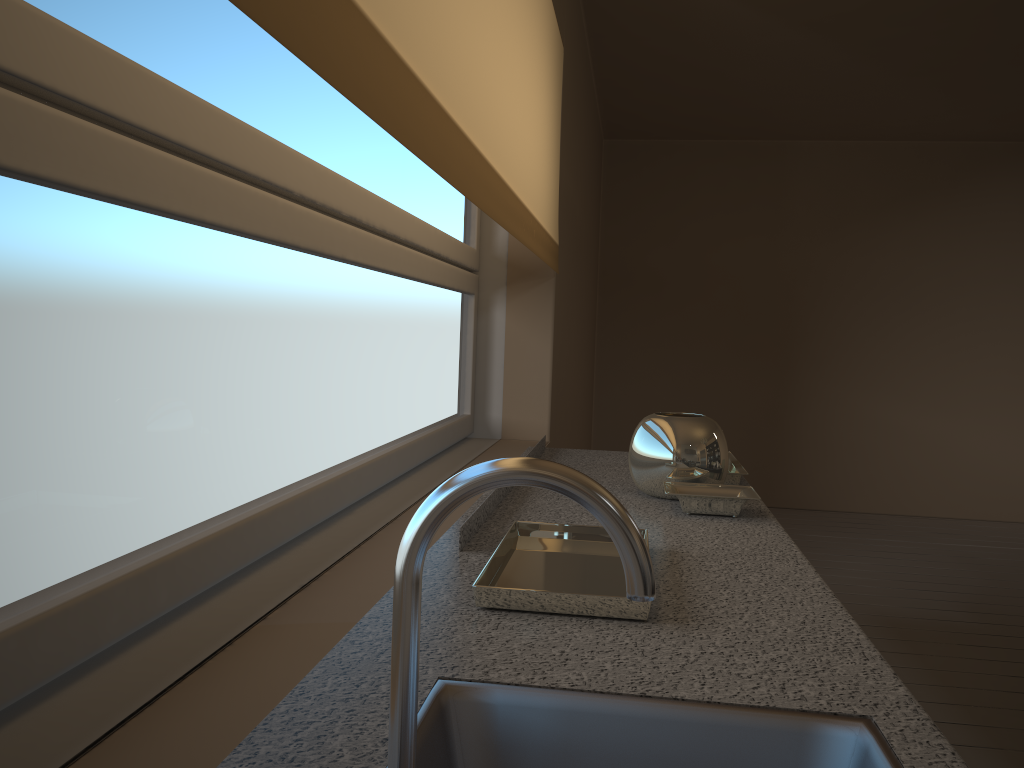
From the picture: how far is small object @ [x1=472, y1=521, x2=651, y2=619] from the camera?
1.2 meters

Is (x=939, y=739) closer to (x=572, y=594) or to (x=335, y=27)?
(x=572, y=594)

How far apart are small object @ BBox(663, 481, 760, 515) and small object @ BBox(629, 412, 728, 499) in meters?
0.0 m

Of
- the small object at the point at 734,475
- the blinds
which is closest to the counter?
the small object at the point at 734,475

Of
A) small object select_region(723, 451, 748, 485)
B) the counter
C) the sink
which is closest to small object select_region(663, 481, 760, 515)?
the counter

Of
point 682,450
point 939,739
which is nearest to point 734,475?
point 682,450

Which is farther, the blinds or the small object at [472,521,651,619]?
the small object at [472,521,651,619]

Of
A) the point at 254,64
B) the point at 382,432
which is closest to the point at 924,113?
the point at 382,432

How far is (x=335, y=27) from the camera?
0.8m

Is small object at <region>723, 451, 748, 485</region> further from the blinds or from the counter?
the blinds
